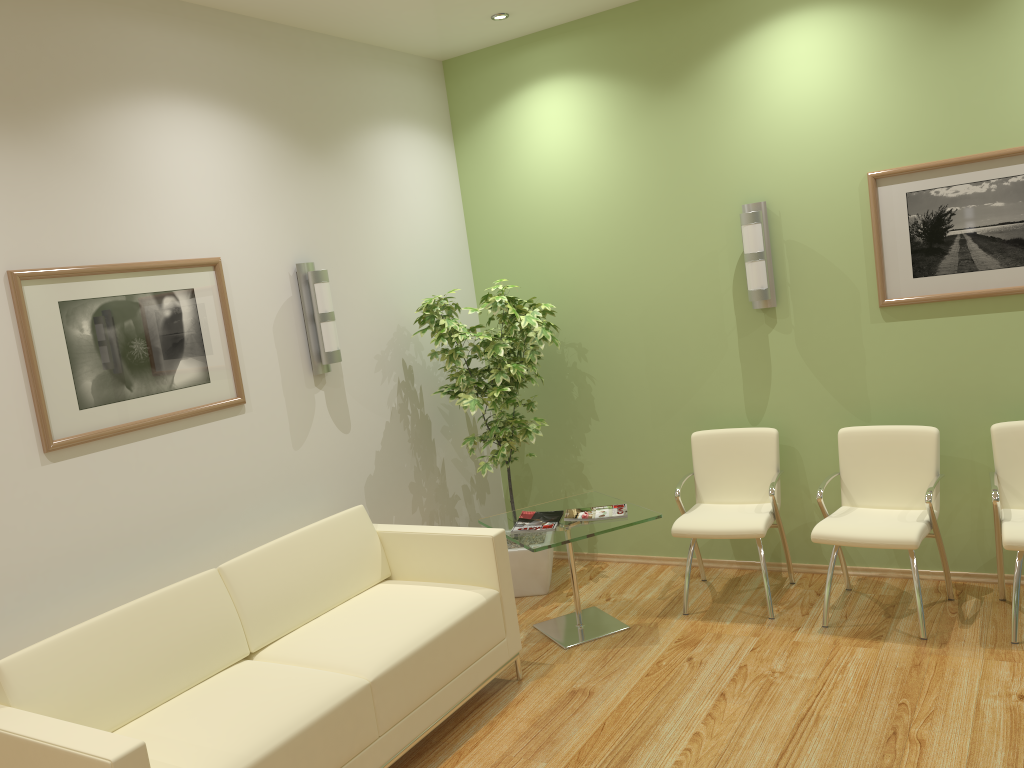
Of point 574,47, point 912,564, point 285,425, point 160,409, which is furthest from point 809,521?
point 160,409

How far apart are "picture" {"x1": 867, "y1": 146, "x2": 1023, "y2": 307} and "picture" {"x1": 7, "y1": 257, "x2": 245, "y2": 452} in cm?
327

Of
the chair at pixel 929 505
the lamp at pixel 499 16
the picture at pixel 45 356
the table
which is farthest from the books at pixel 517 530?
the lamp at pixel 499 16

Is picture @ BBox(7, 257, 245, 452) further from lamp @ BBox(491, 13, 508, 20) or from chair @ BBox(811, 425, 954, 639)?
chair @ BBox(811, 425, 954, 639)

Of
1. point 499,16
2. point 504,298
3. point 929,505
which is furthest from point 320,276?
point 929,505

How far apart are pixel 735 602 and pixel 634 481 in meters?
1.1

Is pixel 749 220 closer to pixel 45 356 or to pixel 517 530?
pixel 517 530

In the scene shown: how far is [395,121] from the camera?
5.3m

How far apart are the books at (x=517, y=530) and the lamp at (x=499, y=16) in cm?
277

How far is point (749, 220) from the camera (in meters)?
4.78
